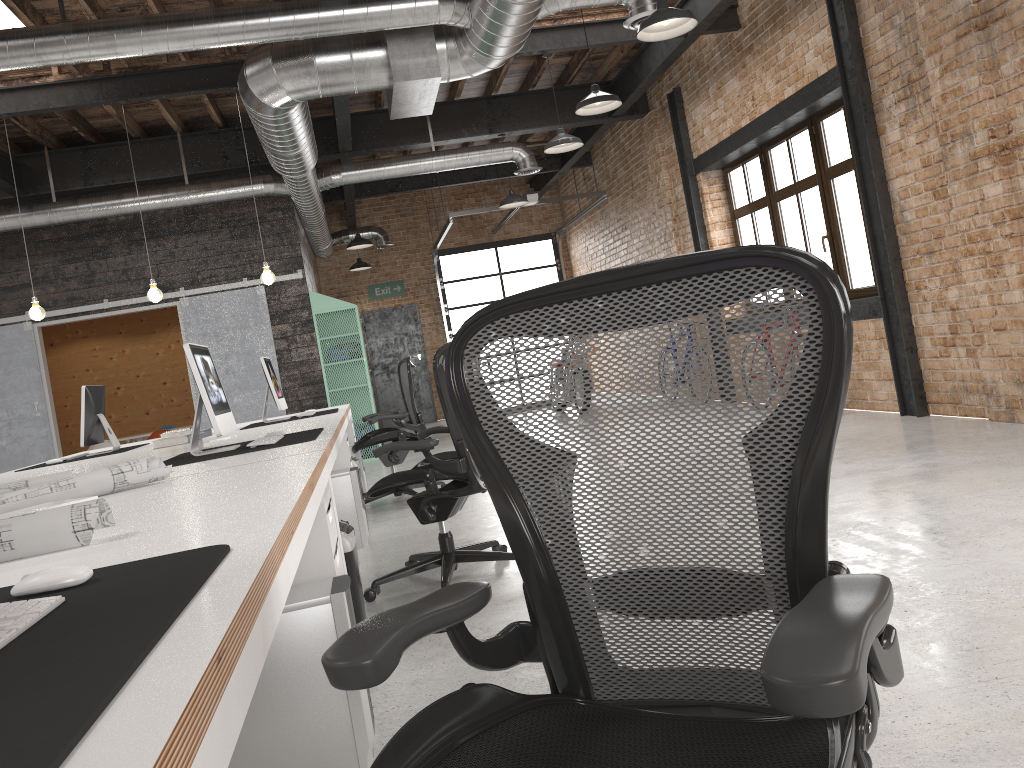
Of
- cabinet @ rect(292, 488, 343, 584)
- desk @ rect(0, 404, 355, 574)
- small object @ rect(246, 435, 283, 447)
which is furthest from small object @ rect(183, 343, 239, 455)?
cabinet @ rect(292, 488, 343, 584)

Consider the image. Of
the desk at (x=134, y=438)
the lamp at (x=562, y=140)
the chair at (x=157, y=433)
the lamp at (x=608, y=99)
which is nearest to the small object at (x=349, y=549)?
the lamp at (x=608, y=99)

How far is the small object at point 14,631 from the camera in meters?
1.0

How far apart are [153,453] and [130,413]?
10.7 meters

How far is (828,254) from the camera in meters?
7.9 m

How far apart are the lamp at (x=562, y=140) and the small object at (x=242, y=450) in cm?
442

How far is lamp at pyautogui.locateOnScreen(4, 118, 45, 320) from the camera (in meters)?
7.11

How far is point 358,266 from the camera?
14.01m

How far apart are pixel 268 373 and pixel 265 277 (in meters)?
1.29

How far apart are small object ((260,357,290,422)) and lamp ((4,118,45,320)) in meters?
2.1 m
